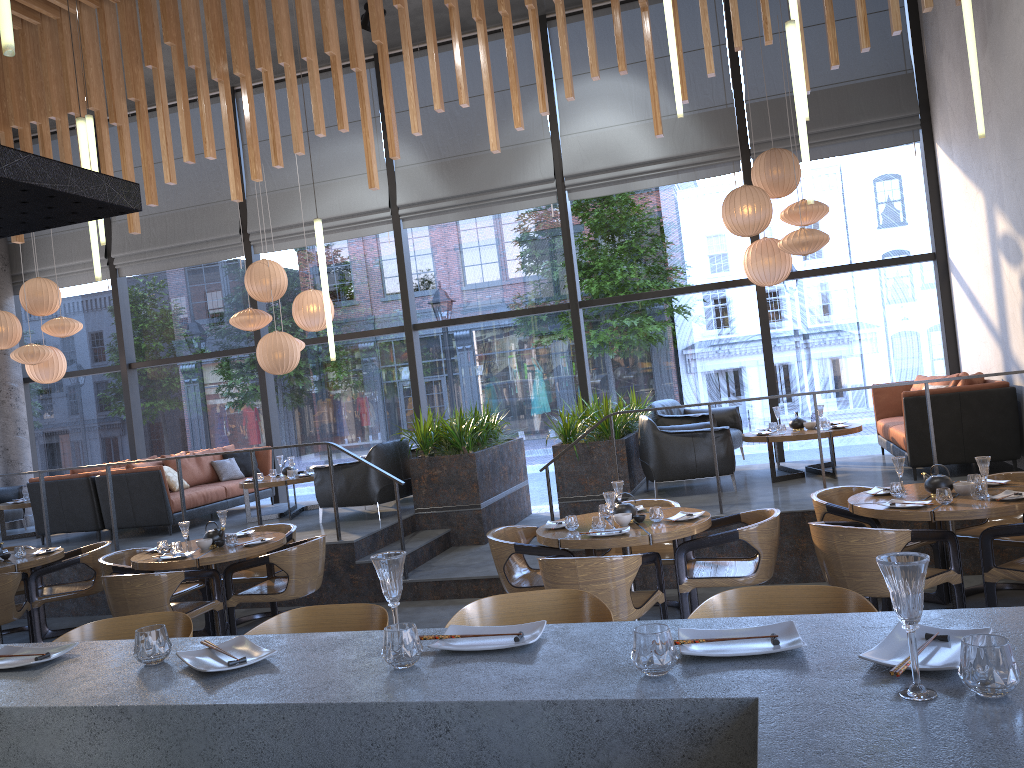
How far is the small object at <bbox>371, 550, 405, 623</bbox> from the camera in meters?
2.0 m

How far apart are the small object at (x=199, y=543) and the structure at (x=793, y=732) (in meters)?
4.14

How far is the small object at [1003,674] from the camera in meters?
1.4

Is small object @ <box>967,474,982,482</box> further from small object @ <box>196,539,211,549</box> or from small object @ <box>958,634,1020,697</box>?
small object @ <box>196,539,211,549</box>

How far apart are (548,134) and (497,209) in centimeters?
104cm

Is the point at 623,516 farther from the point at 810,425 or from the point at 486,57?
the point at 486,57

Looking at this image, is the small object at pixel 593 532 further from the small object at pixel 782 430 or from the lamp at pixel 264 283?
the lamp at pixel 264 283

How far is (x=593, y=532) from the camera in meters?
5.2 m

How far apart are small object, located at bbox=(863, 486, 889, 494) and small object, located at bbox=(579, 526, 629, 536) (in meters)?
1.69

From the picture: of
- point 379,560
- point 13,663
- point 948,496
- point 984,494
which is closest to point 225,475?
point 948,496
